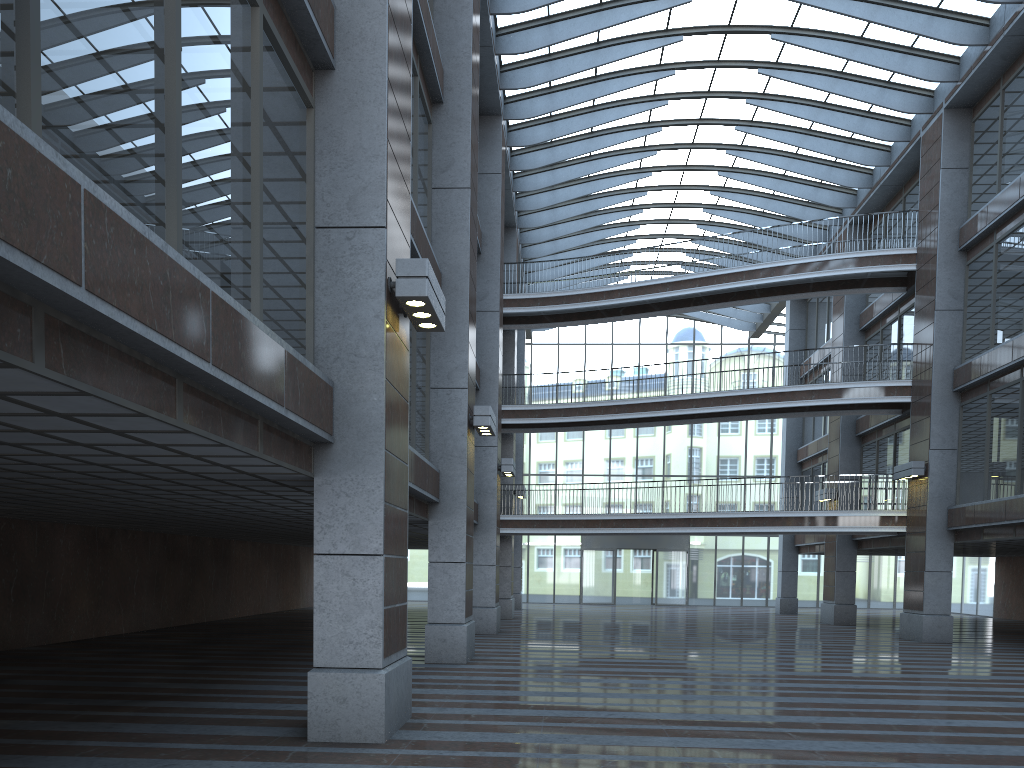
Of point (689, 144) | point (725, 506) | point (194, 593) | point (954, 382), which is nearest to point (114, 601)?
point (194, 593)

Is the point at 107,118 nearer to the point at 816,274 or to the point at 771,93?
the point at 771,93
